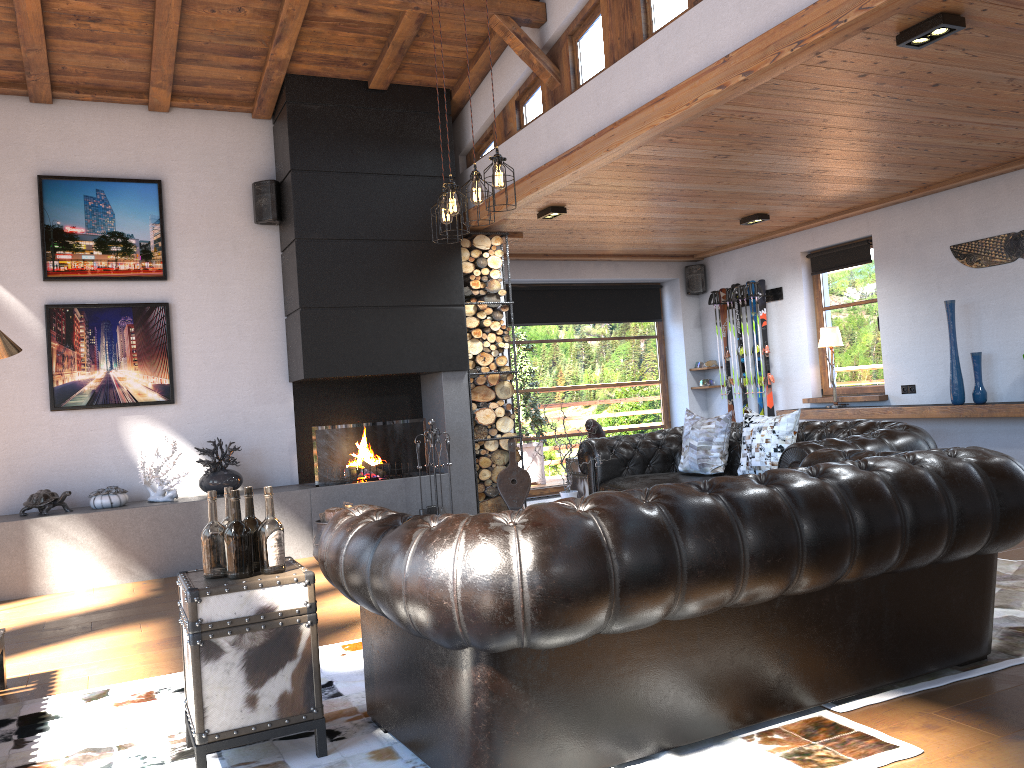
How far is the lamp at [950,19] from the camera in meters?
3.9 m

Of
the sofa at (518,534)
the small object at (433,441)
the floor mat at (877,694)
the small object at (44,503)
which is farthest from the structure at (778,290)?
the small object at (44,503)

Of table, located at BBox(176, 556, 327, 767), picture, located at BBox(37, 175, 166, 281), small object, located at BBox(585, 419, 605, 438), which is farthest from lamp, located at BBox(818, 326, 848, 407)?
table, located at BBox(176, 556, 327, 767)

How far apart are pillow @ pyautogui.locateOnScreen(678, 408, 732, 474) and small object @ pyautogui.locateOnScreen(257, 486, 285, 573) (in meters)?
3.86

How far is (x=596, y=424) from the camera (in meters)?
7.14

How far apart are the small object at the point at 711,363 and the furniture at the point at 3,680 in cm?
805

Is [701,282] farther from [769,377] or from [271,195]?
[271,195]

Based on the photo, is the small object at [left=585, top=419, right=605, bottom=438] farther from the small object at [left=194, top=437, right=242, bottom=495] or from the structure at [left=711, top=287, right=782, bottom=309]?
the structure at [left=711, top=287, right=782, bottom=309]

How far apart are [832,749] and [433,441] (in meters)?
4.90

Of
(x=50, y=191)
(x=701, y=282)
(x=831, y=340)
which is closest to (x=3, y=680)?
(x=50, y=191)
